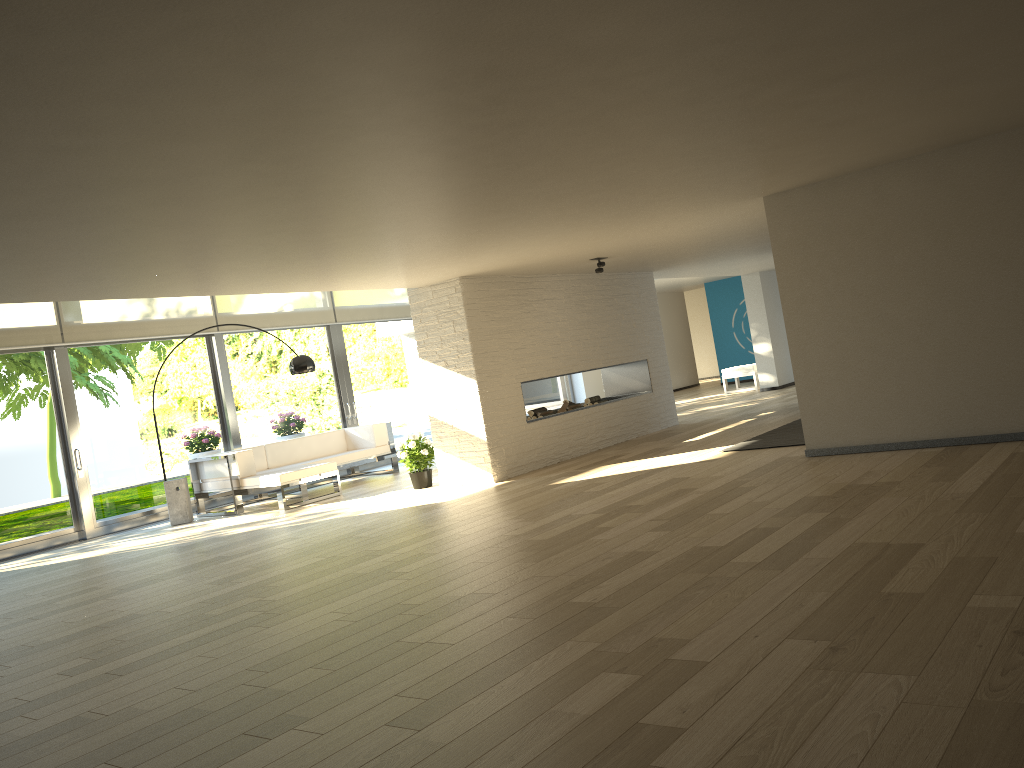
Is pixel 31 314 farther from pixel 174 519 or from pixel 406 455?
pixel 406 455

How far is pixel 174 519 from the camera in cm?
936

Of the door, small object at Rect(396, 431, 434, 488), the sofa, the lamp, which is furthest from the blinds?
small object at Rect(396, 431, 434, 488)

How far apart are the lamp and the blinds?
1.76m

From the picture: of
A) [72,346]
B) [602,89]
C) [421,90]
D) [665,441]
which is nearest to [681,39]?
[602,89]

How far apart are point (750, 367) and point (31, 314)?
10.9m

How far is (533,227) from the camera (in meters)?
6.16

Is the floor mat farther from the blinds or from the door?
the blinds

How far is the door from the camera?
9.2m

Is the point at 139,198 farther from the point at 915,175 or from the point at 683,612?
the point at 915,175
